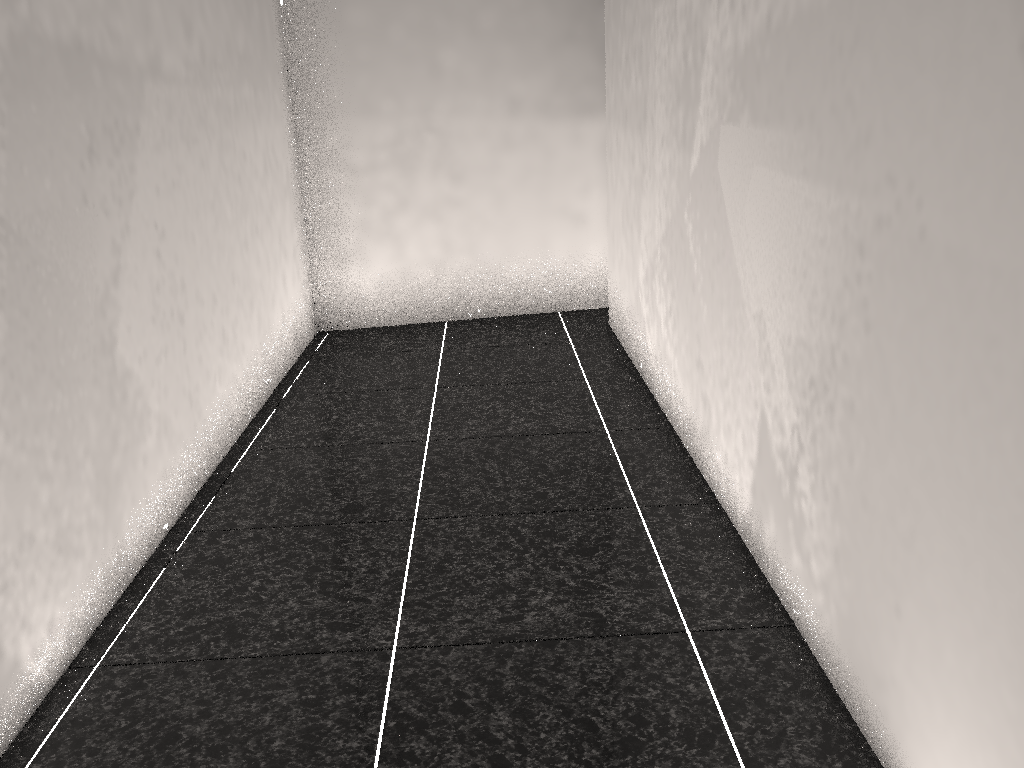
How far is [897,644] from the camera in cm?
133

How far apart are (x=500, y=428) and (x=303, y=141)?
2.0m

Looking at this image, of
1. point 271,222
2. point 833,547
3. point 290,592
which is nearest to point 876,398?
point 833,547

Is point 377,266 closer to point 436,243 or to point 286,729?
point 436,243
